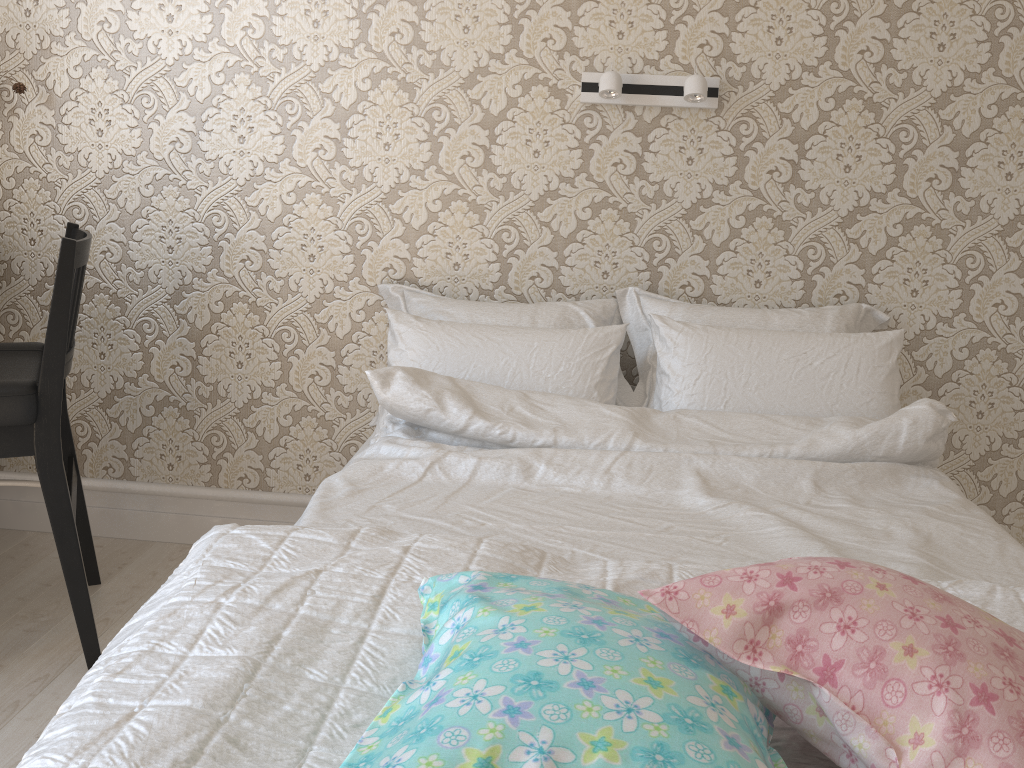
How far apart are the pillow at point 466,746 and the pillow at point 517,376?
1.0m

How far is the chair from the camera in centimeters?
162cm

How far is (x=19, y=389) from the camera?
1.62m

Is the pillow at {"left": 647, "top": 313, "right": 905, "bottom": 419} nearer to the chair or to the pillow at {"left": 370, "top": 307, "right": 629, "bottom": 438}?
the pillow at {"left": 370, "top": 307, "right": 629, "bottom": 438}

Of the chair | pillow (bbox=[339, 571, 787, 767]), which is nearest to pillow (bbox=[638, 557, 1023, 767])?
pillow (bbox=[339, 571, 787, 767])

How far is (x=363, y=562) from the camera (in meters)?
1.06

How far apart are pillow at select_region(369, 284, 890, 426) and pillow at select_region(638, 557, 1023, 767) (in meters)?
1.15

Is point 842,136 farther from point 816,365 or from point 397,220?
point 397,220

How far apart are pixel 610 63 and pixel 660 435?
0.9 meters

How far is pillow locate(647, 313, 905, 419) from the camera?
1.84m
